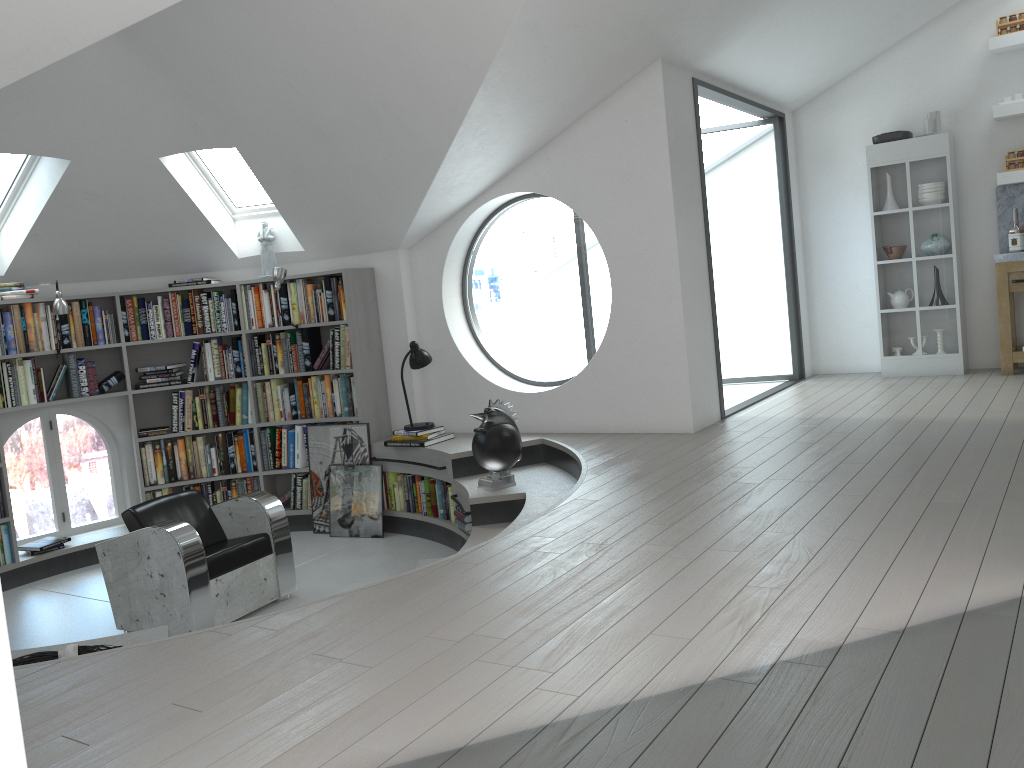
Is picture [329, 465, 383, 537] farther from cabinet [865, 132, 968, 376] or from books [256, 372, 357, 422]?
cabinet [865, 132, 968, 376]

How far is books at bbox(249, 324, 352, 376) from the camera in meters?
6.9

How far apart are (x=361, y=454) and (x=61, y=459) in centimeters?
243cm

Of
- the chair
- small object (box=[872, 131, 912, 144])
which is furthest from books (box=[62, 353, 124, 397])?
small object (box=[872, 131, 912, 144])

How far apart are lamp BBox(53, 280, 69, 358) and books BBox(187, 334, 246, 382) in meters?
1.0

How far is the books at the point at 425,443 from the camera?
6.4m

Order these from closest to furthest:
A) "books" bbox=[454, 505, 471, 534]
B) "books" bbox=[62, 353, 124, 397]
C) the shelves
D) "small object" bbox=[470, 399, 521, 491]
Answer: "small object" bbox=[470, 399, 521, 491]
"books" bbox=[454, 505, 471, 534]
"books" bbox=[62, 353, 124, 397]
the shelves

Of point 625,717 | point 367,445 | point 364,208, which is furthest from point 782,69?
point 625,717

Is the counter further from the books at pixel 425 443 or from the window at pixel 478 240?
the books at pixel 425 443

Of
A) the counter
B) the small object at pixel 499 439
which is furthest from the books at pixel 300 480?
the counter
